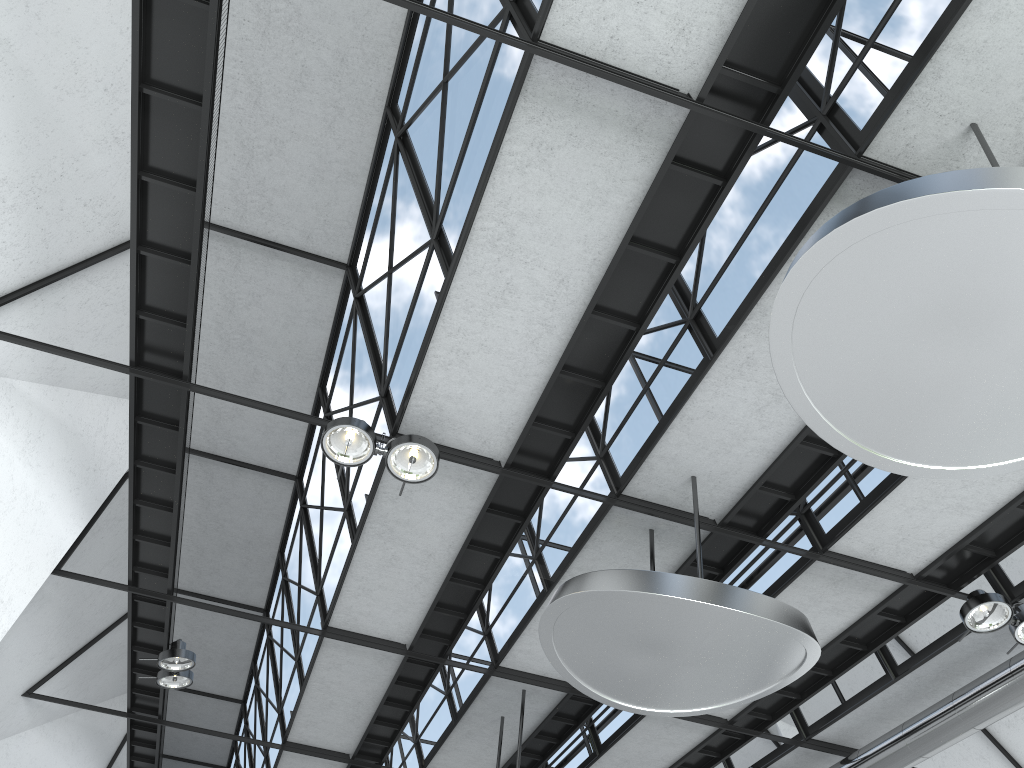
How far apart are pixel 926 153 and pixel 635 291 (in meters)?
9.49

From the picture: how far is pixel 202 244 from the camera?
29.72m
